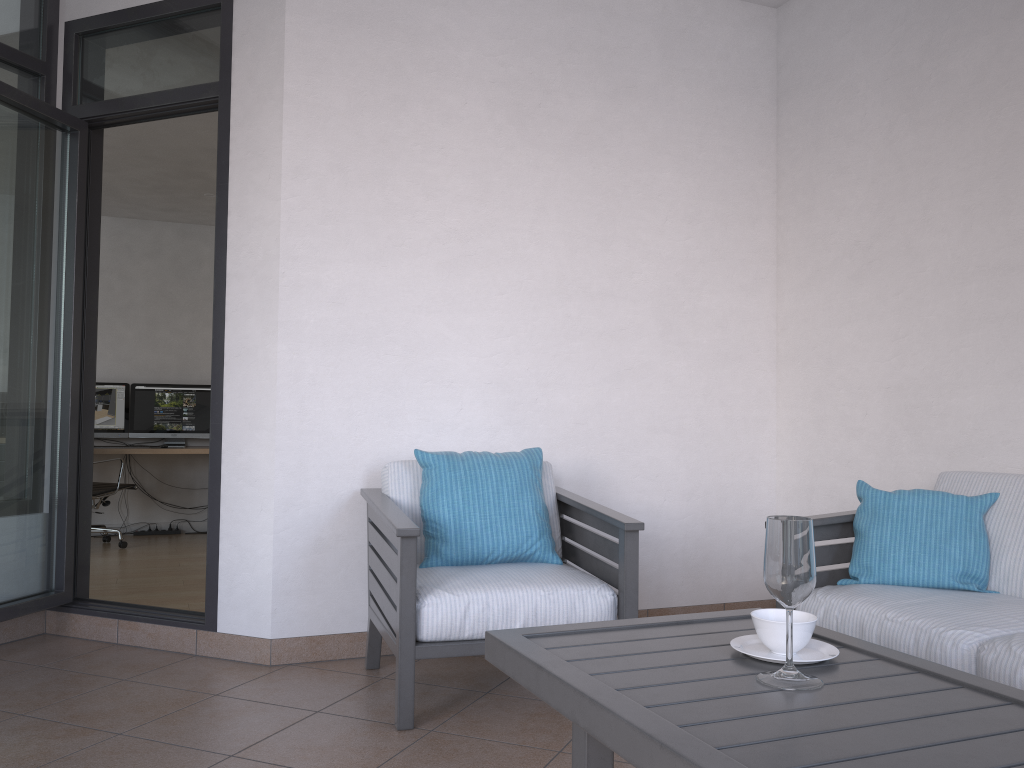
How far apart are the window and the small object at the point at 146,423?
4.1m

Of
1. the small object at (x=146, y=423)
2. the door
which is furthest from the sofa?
the small object at (x=146, y=423)

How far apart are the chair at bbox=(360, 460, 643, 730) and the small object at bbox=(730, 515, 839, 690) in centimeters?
101cm

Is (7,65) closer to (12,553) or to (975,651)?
(12,553)

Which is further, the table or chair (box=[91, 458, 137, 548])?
chair (box=[91, 458, 137, 548])

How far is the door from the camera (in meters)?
3.40

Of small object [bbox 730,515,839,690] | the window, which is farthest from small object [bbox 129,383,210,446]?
small object [bbox 730,515,839,690]

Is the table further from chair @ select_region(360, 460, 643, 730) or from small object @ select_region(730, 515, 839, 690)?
chair @ select_region(360, 460, 643, 730)

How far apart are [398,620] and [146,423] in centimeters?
558cm

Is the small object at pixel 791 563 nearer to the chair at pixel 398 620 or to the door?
the chair at pixel 398 620
